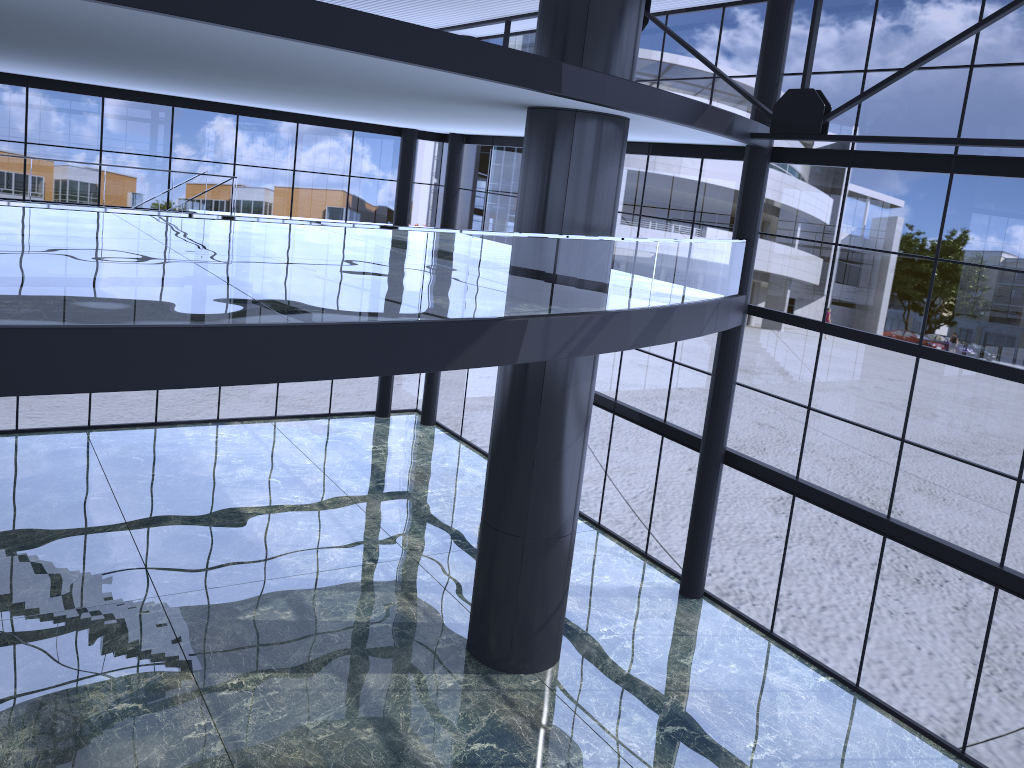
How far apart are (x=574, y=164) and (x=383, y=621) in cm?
875
